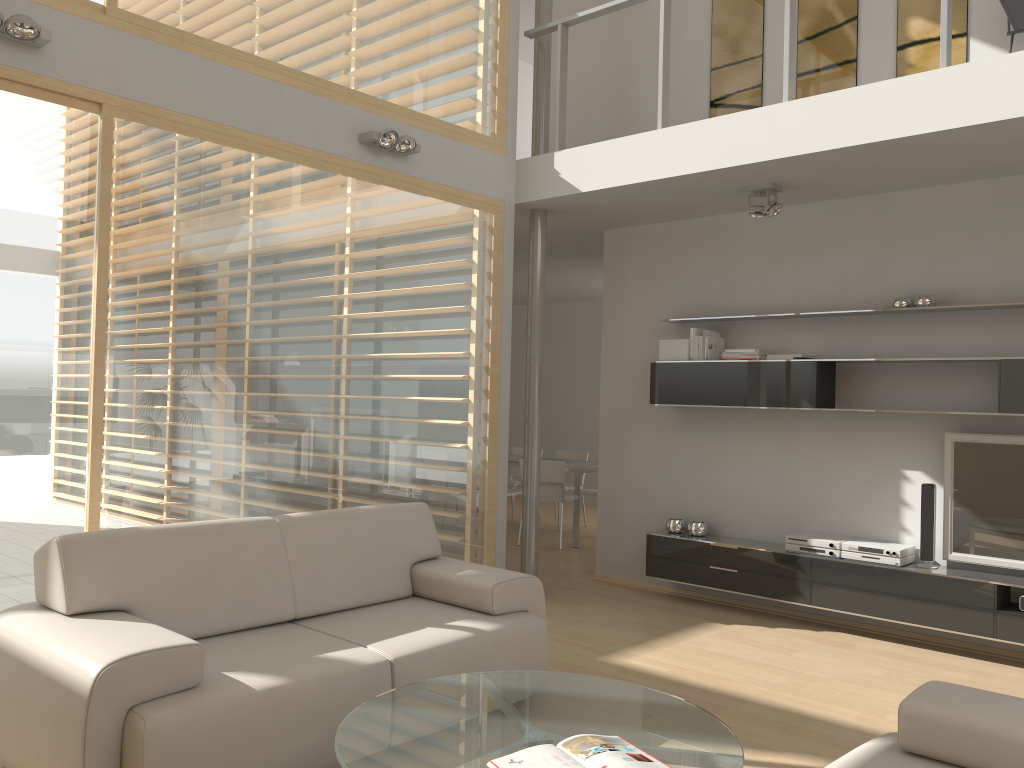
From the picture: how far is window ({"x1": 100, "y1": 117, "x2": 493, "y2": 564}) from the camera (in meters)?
4.13

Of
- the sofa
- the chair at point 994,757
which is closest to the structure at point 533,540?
the sofa

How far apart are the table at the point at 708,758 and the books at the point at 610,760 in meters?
0.0 m

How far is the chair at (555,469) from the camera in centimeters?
819cm

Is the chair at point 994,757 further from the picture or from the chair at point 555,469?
the chair at point 555,469

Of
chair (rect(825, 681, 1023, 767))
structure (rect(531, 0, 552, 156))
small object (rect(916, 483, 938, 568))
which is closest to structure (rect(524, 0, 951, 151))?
structure (rect(531, 0, 552, 156))

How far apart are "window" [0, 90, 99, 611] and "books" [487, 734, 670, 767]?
2.45m

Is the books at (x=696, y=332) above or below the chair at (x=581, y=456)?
above

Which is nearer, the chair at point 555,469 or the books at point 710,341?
the books at point 710,341

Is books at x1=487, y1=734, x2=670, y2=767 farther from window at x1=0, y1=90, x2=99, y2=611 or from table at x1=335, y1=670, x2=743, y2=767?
window at x1=0, y1=90, x2=99, y2=611
